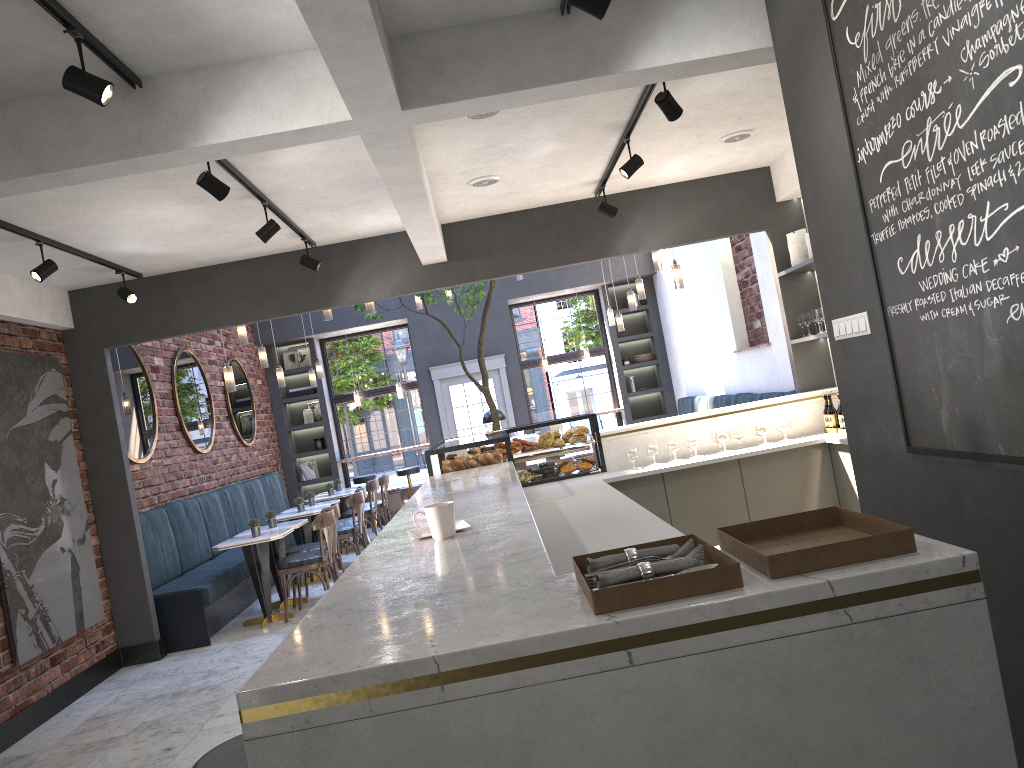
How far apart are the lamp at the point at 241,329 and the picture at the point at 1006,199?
6.46m

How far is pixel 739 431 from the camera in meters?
6.6 m

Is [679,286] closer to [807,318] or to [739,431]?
[807,318]

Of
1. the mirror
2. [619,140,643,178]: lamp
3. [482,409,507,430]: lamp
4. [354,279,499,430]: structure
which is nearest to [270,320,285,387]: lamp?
the mirror

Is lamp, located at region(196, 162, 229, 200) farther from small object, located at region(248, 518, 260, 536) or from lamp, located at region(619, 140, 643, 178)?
small object, located at region(248, 518, 260, 536)

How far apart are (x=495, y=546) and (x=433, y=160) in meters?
3.6 m

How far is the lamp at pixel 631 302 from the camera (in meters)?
10.26

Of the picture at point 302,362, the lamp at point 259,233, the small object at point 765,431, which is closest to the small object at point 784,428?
the small object at point 765,431

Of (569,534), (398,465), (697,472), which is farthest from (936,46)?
(398,465)

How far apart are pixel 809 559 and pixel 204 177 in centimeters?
369cm
